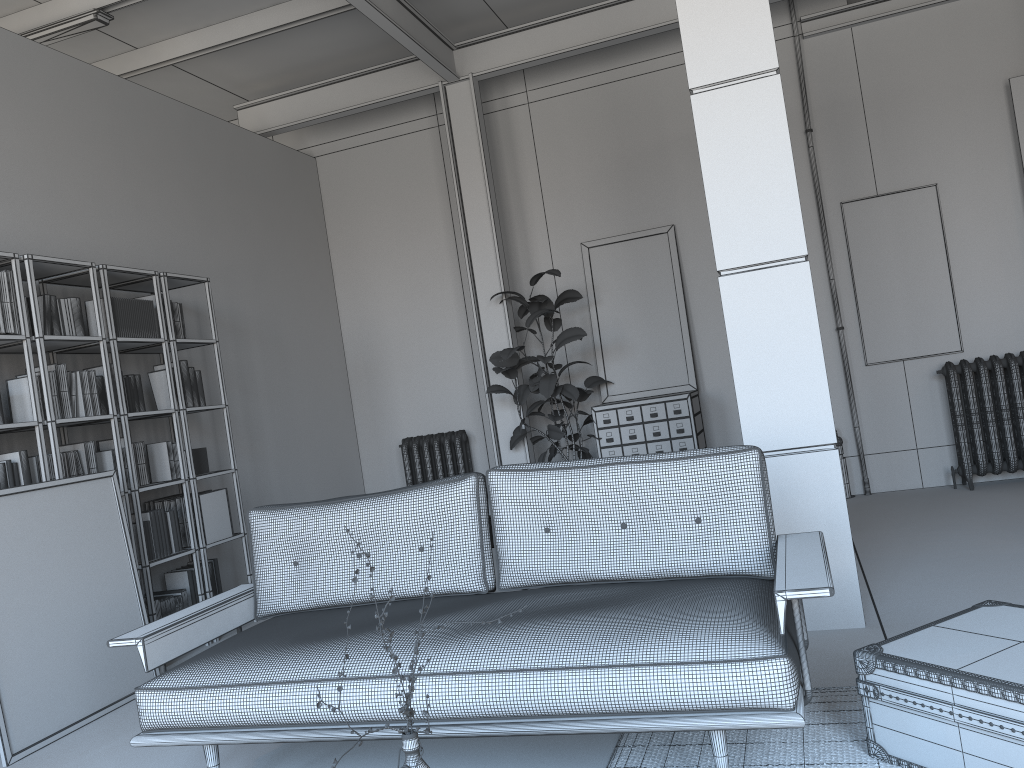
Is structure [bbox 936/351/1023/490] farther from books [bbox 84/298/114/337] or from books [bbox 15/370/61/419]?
books [bbox 15/370/61/419]

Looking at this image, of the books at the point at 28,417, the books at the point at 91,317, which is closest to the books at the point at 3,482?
the books at the point at 28,417

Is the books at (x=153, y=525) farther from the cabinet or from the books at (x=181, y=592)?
the cabinet

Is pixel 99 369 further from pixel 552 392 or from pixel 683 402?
pixel 683 402

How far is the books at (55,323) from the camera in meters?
4.7 m

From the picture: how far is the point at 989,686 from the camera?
2.23m

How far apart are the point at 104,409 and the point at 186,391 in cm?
58

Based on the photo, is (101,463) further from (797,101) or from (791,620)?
(797,101)

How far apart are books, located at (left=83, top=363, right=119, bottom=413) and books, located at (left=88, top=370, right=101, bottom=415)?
0.2 meters

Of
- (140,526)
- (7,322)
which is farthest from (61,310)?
(140,526)
